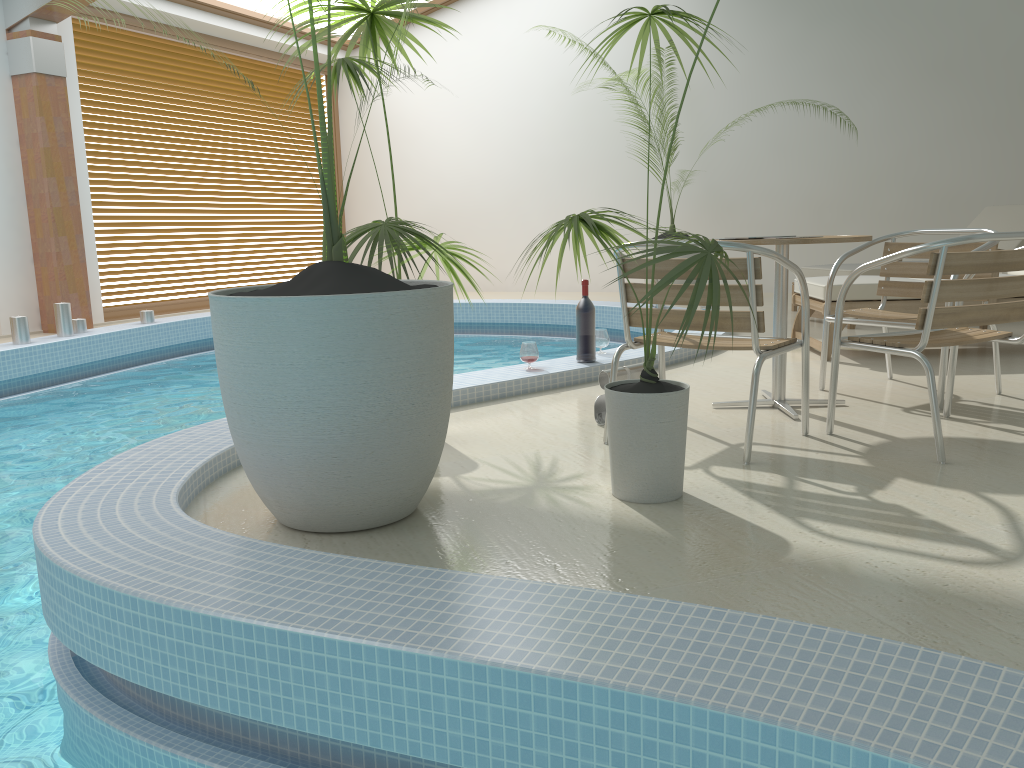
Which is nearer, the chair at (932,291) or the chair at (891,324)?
the chair at (932,291)

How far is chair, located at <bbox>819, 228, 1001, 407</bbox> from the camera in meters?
3.8 m

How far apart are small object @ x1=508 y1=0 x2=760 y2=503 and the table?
0.85m

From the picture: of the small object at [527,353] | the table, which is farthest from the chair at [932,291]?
the small object at [527,353]

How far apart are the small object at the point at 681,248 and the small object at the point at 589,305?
1.75m

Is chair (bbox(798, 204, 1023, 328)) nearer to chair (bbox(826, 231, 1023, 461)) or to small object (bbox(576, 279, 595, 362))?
small object (bbox(576, 279, 595, 362))

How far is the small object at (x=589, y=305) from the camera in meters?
4.6

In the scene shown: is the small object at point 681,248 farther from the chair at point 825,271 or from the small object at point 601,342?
the chair at point 825,271

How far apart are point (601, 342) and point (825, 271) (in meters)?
2.62

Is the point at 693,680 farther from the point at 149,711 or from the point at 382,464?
the point at 149,711
